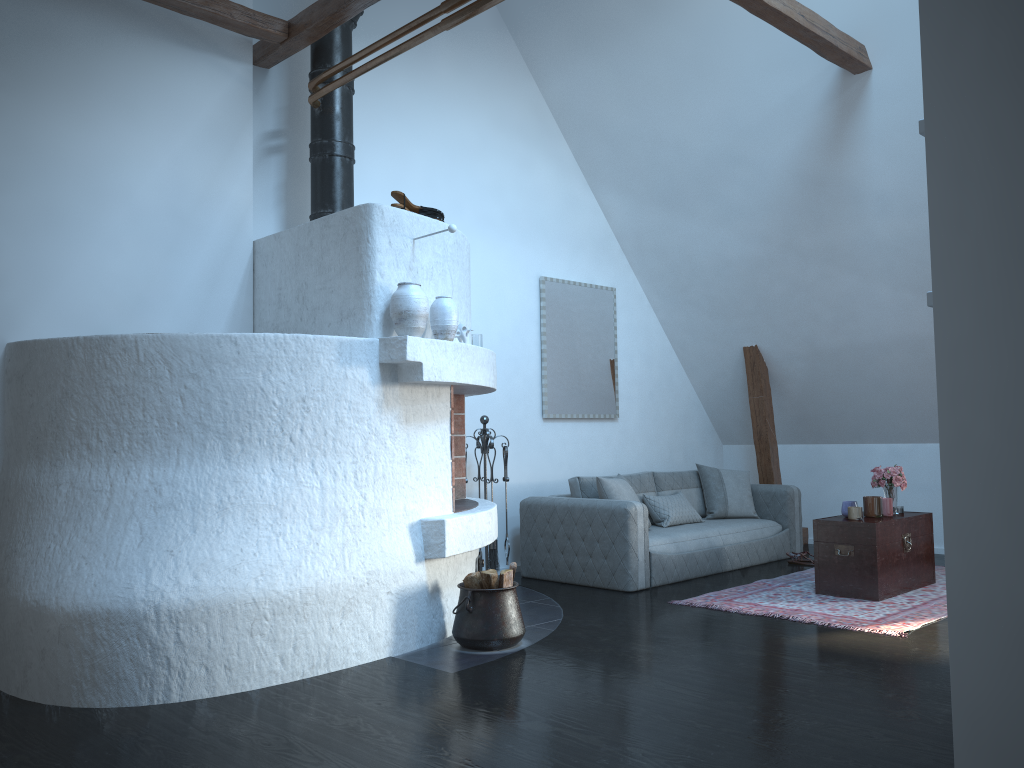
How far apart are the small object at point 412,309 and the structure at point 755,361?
4.4m

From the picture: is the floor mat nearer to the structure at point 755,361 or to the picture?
the structure at point 755,361

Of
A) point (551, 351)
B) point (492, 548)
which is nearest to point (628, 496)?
point (492, 548)

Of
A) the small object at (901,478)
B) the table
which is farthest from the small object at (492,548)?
the small object at (901,478)

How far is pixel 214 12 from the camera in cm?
502

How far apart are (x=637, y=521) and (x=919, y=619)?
1.9 meters

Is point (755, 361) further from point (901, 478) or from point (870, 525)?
point (870, 525)

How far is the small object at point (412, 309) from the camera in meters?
4.5 m

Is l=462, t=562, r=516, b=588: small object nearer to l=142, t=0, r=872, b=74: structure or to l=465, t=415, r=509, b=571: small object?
l=465, t=415, r=509, b=571: small object

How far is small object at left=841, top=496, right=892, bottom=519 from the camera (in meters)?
5.82
